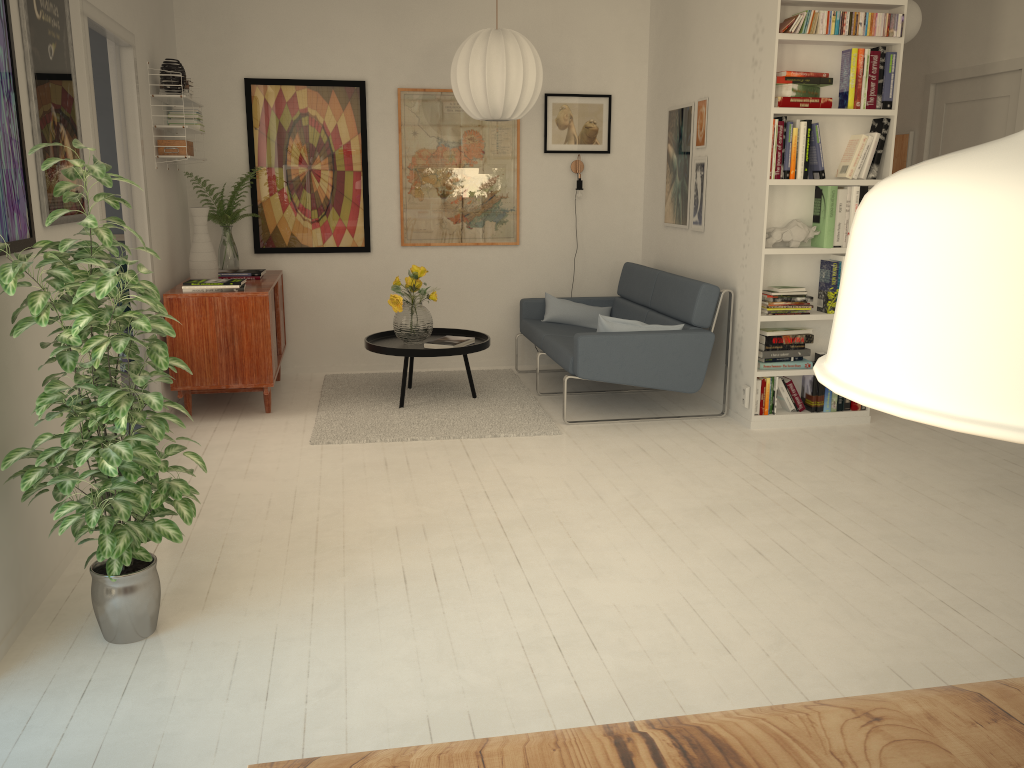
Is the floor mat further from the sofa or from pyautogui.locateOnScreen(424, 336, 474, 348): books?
pyautogui.locateOnScreen(424, 336, 474, 348): books

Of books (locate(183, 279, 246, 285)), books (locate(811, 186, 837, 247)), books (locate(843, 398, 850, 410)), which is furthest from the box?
books (locate(843, 398, 850, 410))

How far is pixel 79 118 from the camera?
3.4m

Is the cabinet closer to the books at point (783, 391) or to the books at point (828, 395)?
the books at point (783, 391)

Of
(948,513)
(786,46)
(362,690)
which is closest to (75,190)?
(362,690)

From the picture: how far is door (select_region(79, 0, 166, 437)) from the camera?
3.8m

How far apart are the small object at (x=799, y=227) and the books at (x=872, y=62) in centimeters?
69cm

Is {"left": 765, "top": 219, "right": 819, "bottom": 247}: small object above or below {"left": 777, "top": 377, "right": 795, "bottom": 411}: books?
above

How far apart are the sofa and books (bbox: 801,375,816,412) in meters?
0.6 m

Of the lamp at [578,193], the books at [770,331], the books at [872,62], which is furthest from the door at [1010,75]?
the lamp at [578,193]
